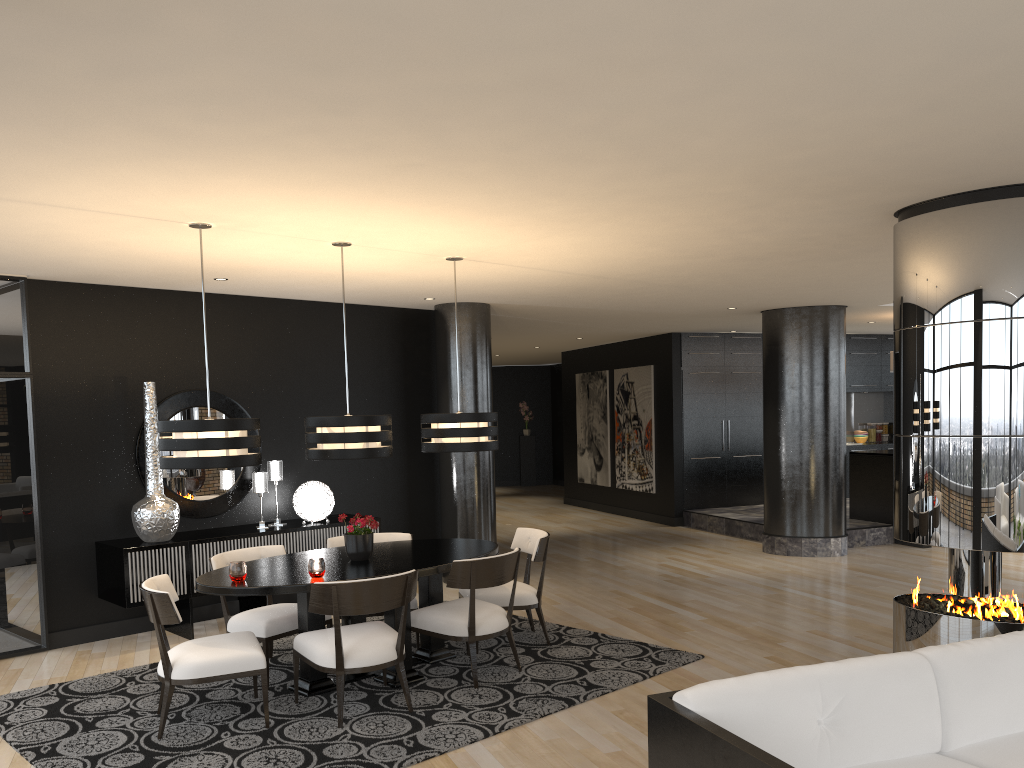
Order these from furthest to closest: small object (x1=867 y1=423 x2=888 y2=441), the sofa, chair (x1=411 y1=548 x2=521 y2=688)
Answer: small object (x1=867 y1=423 x2=888 y2=441) < chair (x1=411 y1=548 x2=521 y2=688) < the sofa

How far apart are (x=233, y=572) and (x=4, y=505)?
2.6 meters

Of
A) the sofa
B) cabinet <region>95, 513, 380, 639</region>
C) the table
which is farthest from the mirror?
the sofa

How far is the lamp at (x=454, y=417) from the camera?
5.9 meters

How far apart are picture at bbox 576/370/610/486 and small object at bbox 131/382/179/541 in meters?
8.6

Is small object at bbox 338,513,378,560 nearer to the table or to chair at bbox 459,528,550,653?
the table

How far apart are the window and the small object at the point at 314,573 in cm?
283

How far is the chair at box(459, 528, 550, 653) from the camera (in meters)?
6.00

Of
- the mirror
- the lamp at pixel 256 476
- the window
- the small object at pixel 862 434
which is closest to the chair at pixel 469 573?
the lamp at pixel 256 476

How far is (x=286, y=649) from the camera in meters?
6.2
